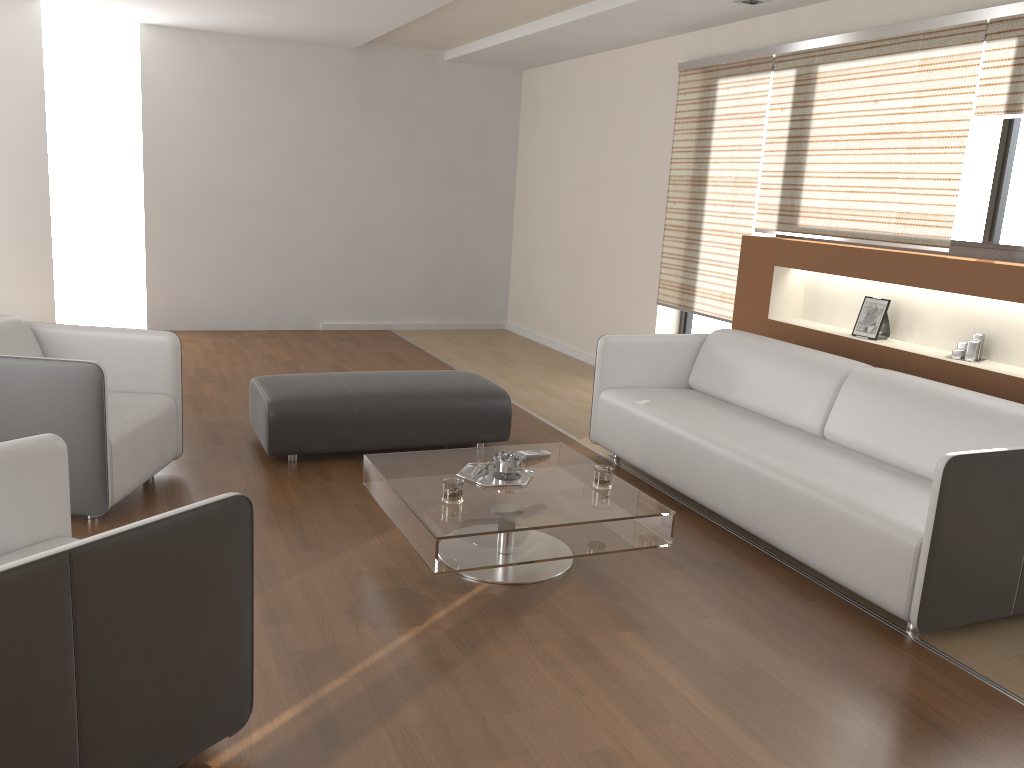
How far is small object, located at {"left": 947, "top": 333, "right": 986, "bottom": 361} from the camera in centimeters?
415cm

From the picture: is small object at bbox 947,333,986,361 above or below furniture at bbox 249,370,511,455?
above

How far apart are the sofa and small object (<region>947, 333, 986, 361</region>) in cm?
53

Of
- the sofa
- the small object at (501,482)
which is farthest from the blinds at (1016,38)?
the small object at (501,482)

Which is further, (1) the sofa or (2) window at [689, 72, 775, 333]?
(2) window at [689, 72, 775, 333]

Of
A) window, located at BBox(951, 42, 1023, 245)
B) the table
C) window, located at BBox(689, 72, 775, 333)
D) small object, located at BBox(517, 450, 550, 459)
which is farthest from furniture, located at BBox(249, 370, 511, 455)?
window, located at BBox(951, 42, 1023, 245)

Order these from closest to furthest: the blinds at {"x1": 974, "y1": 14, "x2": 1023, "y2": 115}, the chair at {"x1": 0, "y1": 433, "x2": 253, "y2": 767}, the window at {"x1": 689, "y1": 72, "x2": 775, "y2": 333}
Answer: the chair at {"x1": 0, "y1": 433, "x2": 253, "y2": 767}, the blinds at {"x1": 974, "y1": 14, "x2": 1023, "y2": 115}, the window at {"x1": 689, "y1": 72, "x2": 775, "y2": 333}

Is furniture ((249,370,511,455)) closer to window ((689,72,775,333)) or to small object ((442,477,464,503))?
small object ((442,477,464,503))

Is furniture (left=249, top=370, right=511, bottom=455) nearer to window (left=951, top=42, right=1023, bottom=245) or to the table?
the table

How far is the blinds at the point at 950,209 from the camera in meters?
4.2
